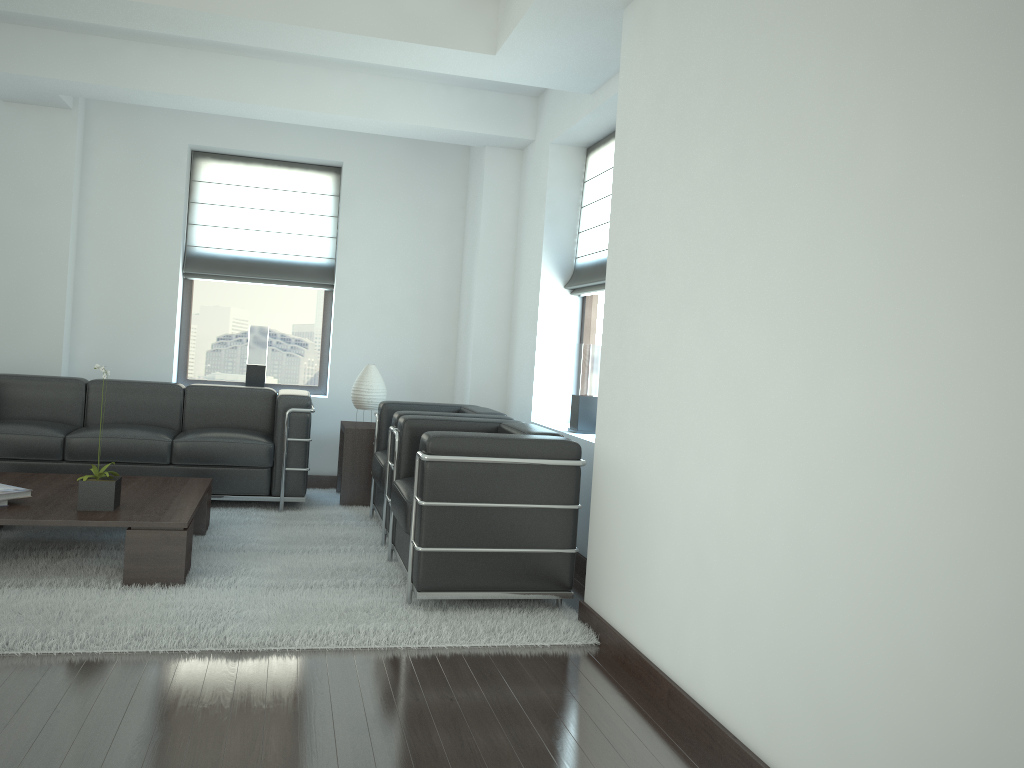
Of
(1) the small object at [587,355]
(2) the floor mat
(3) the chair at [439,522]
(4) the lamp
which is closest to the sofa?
(2) the floor mat

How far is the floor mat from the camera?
4.9 meters

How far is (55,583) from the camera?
5.7 meters

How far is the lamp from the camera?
9.2m

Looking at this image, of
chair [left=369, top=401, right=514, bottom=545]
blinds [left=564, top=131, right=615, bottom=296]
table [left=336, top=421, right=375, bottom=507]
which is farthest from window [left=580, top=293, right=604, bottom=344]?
table [left=336, top=421, right=375, bottom=507]

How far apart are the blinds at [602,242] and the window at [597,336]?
0.1 meters

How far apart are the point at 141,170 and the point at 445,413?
4.9 meters

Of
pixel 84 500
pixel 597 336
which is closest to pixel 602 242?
pixel 597 336

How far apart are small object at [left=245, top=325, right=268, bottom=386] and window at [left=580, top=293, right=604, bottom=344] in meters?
3.8 m

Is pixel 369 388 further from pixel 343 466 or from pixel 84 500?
pixel 84 500
